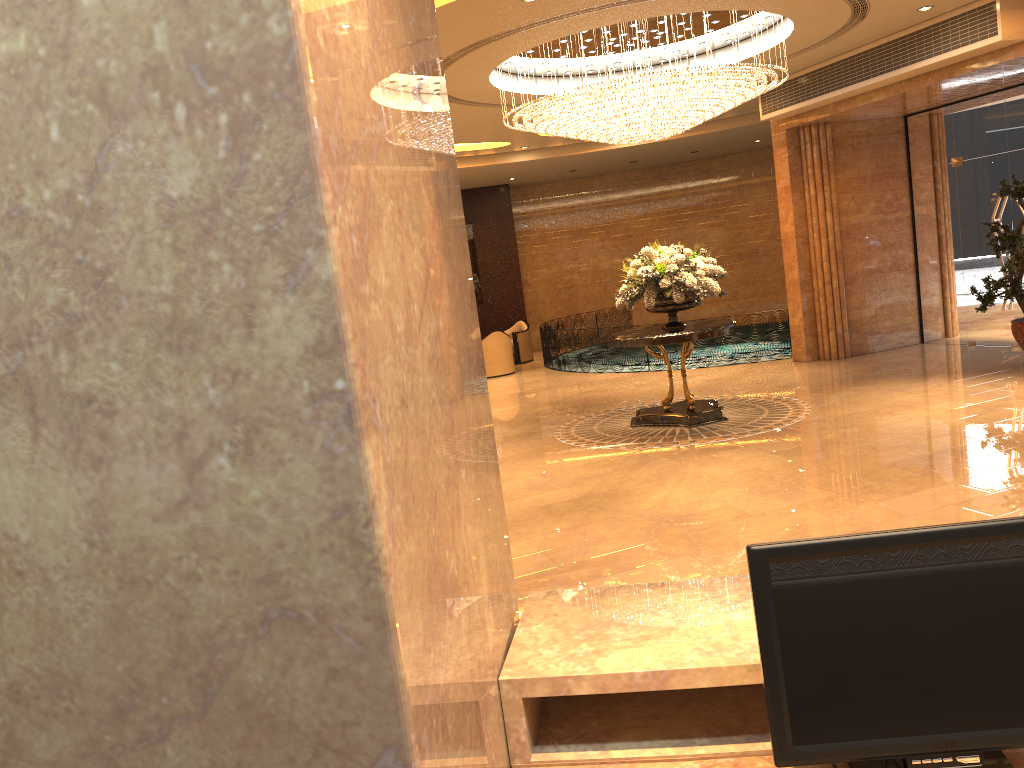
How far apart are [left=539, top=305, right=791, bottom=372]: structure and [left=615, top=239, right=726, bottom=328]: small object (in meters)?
5.94

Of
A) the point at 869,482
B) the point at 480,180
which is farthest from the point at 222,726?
the point at 480,180

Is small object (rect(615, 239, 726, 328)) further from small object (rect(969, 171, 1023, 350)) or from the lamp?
small object (rect(969, 171, 1023, 350))

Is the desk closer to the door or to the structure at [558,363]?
the door

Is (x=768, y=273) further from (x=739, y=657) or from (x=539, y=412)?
(x=739, y=657)

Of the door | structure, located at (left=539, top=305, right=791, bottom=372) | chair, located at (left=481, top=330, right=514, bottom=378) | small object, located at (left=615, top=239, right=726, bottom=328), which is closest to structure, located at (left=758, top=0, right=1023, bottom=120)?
the door

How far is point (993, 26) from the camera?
9.3 meters

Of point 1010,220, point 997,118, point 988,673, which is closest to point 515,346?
point 1010,220

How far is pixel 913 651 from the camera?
1.59m

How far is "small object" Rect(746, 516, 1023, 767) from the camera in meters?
1.6
